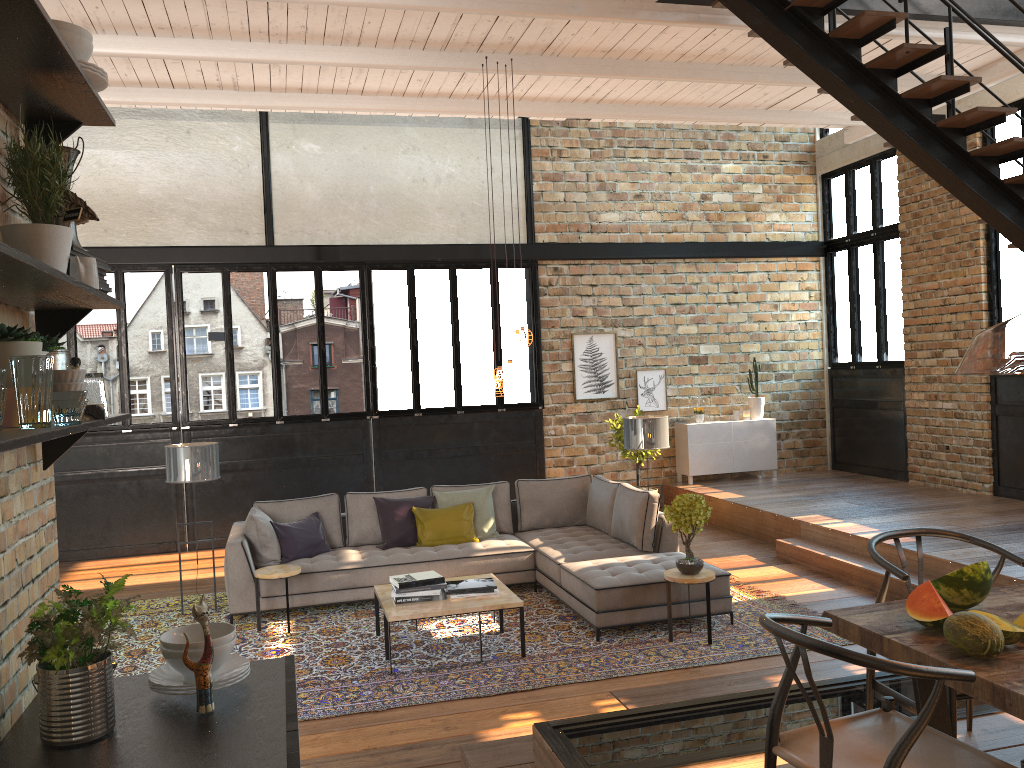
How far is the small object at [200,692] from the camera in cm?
202

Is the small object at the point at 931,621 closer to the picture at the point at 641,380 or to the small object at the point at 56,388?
the small object at the point at 56,388

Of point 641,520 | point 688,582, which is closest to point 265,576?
point 641,520

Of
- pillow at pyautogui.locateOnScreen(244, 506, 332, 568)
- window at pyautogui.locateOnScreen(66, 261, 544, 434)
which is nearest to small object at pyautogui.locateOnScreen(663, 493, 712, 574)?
pillow at pyautogui.locateOnScreen(244, 506, 332, 568)

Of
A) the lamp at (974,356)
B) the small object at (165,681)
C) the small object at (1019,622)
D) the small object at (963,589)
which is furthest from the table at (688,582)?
the small object at (165,681)

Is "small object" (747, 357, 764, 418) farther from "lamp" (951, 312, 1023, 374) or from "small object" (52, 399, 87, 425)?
"small object" (52, 399, 87, 425)

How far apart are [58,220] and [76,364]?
0.42m

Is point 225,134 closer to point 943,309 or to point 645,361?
point 645,361

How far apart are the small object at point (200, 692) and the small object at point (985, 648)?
2.0 meters

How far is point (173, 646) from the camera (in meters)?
2.11
